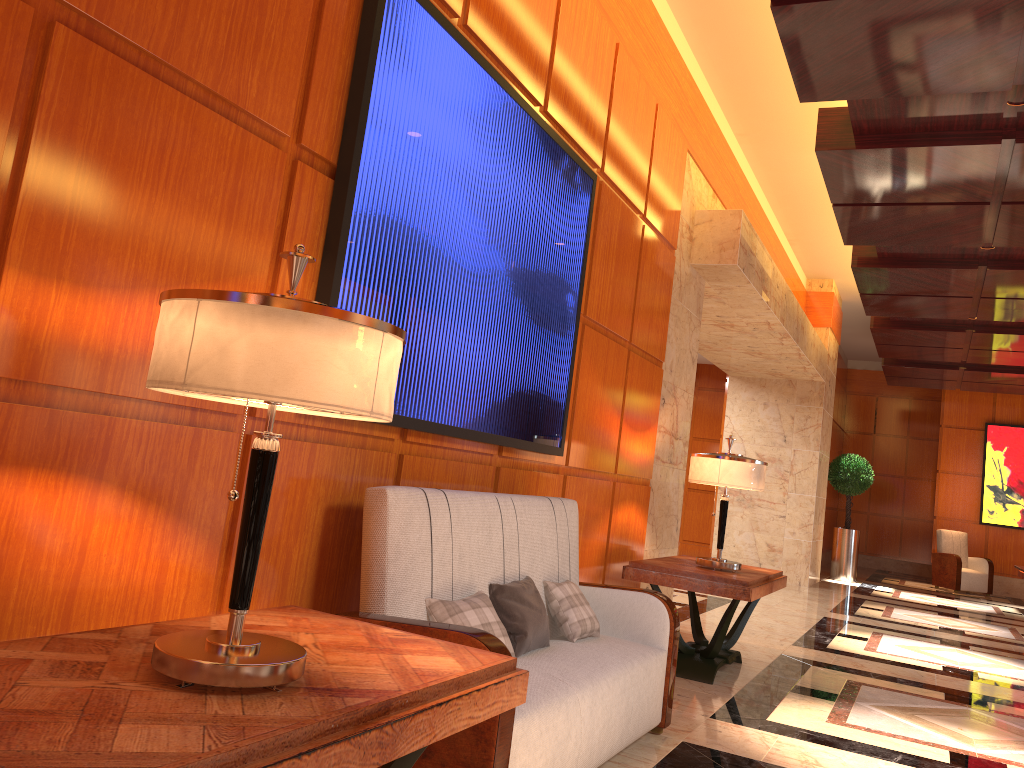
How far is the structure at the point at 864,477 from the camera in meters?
13.7 m

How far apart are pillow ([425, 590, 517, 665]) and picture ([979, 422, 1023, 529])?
14.64m

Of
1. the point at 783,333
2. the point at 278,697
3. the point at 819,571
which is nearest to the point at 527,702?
A: the point at 278,697

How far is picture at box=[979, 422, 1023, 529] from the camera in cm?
1494

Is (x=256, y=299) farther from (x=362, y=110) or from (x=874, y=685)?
(x=874, y=685)

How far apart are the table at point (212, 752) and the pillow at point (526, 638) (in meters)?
0.96

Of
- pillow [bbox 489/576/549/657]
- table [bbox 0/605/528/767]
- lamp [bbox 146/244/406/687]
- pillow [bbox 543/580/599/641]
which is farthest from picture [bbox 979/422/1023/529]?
lamp [bbox 146/244/406/687]

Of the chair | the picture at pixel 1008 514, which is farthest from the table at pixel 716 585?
the picture at pixel 1008 514

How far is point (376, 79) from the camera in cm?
277

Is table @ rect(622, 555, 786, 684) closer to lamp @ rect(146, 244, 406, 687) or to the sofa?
the sofa
